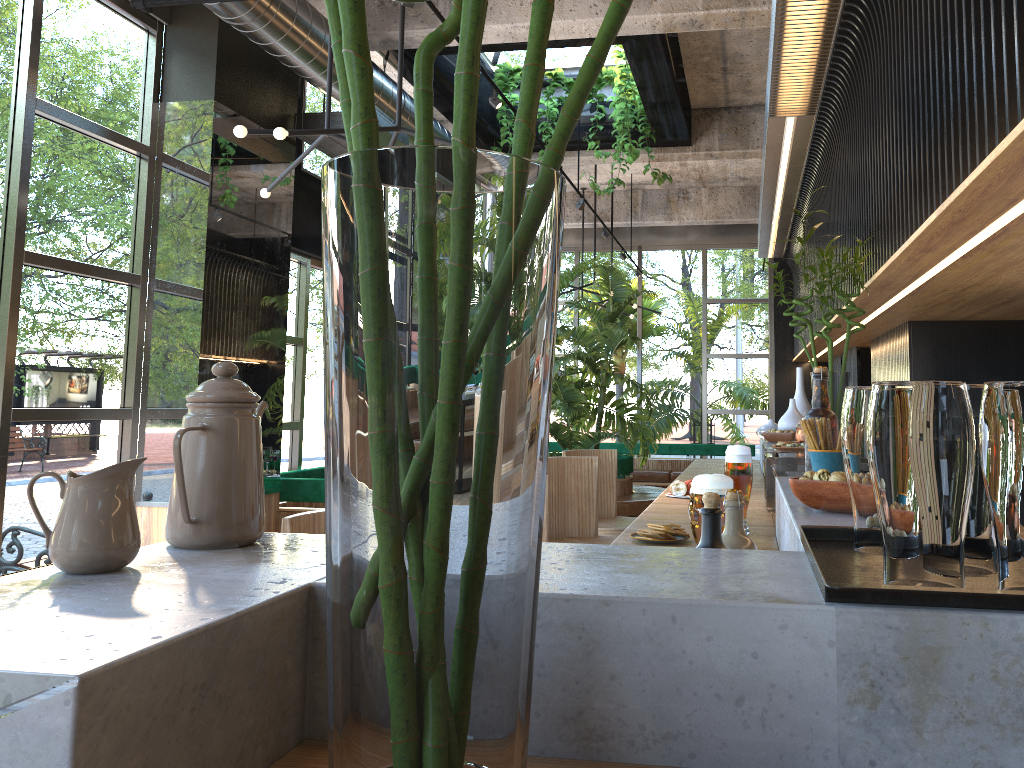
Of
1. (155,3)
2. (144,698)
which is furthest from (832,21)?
(155,3)

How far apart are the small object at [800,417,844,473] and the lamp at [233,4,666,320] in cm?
316

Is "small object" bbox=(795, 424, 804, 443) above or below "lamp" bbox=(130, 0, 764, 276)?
below

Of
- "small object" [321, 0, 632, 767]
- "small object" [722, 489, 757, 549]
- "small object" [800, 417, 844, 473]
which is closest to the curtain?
"small object" [800, 417, 844, 473]

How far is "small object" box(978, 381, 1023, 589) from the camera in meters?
0.9

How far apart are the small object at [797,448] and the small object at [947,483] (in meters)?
2.63

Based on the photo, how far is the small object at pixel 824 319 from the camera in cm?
458

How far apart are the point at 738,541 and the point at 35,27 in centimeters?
496cm

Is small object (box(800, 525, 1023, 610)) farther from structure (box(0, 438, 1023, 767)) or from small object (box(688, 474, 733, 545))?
small object (box(688, 474, 733, 545))

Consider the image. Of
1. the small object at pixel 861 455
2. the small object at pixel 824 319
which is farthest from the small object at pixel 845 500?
the small object at pixel 824 319
